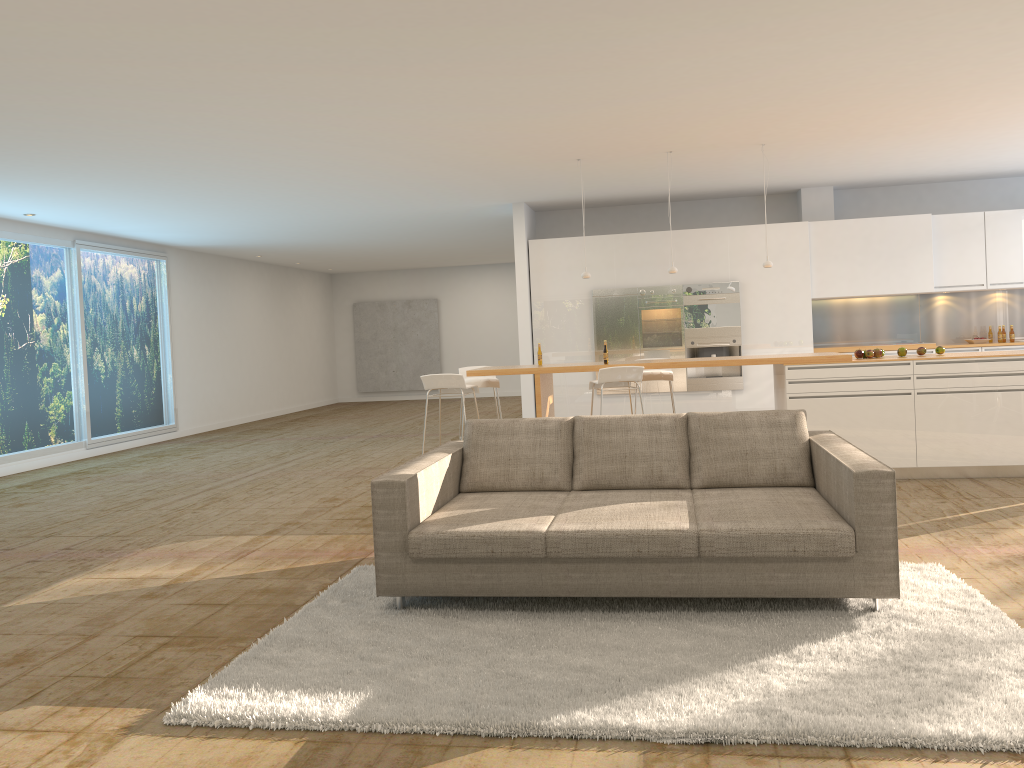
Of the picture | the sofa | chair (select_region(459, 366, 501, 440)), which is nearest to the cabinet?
chair (select_region(459, 366, 501, 440))

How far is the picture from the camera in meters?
20.2 m

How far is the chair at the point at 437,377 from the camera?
7.5 meters

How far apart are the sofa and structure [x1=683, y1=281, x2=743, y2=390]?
5.8 meters

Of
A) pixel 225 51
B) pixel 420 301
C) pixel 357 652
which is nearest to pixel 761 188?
pixel 225 51

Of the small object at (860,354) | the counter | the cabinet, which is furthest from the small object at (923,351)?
the cabinet

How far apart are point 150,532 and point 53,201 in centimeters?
464cm

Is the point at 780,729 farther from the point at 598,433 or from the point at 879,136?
the point at 879,136

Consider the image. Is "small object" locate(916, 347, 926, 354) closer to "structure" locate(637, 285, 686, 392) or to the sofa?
the sofa

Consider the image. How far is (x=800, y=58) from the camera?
5.57m
